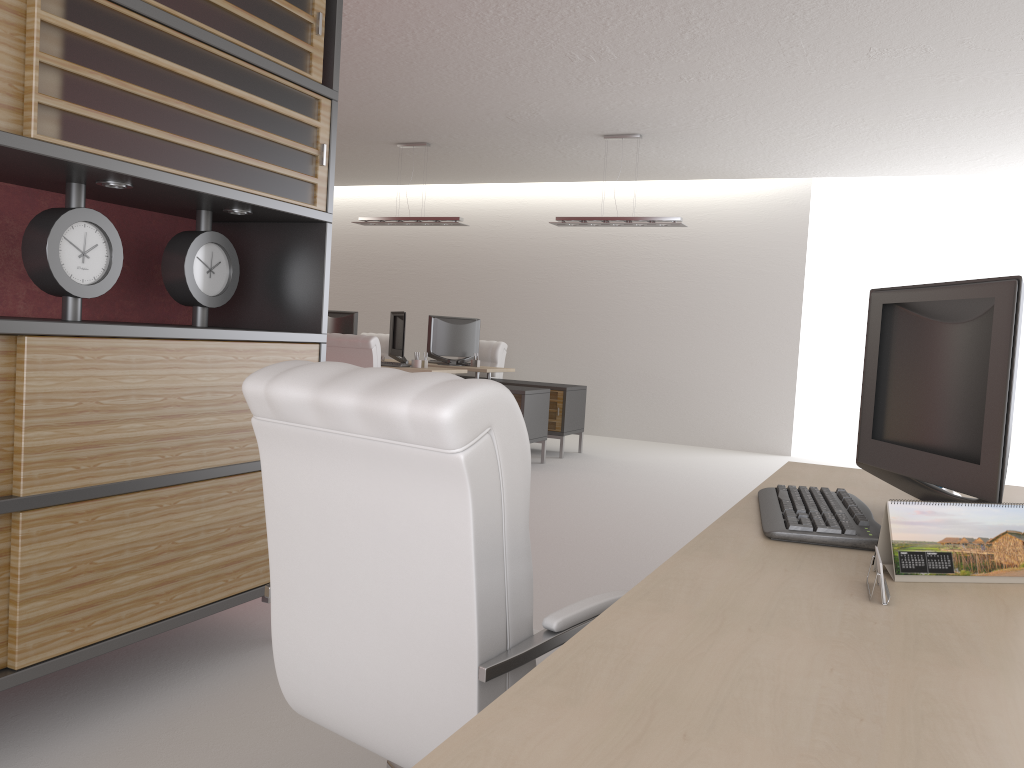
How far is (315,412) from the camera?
2.30m

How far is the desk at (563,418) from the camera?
12.93m

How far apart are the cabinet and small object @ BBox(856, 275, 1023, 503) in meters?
2.8

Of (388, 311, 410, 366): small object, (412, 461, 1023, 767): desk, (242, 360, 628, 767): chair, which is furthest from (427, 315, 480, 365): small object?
(242, 360, 628, 767): chair

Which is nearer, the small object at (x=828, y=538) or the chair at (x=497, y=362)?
the small object at (x=828, y=538)

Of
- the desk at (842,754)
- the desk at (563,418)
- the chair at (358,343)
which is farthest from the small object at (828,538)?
the desk at (563,418)

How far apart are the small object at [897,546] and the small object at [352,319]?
13.2m

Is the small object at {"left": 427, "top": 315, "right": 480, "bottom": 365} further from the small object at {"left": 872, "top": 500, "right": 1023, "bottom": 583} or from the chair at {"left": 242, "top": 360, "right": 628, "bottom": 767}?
the small object at {"left": 872, "top": 500, "right": 1023, "bottom": 583}

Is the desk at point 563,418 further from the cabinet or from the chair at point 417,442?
Result: the chair at point 417,442

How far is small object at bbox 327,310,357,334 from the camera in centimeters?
1490cm
